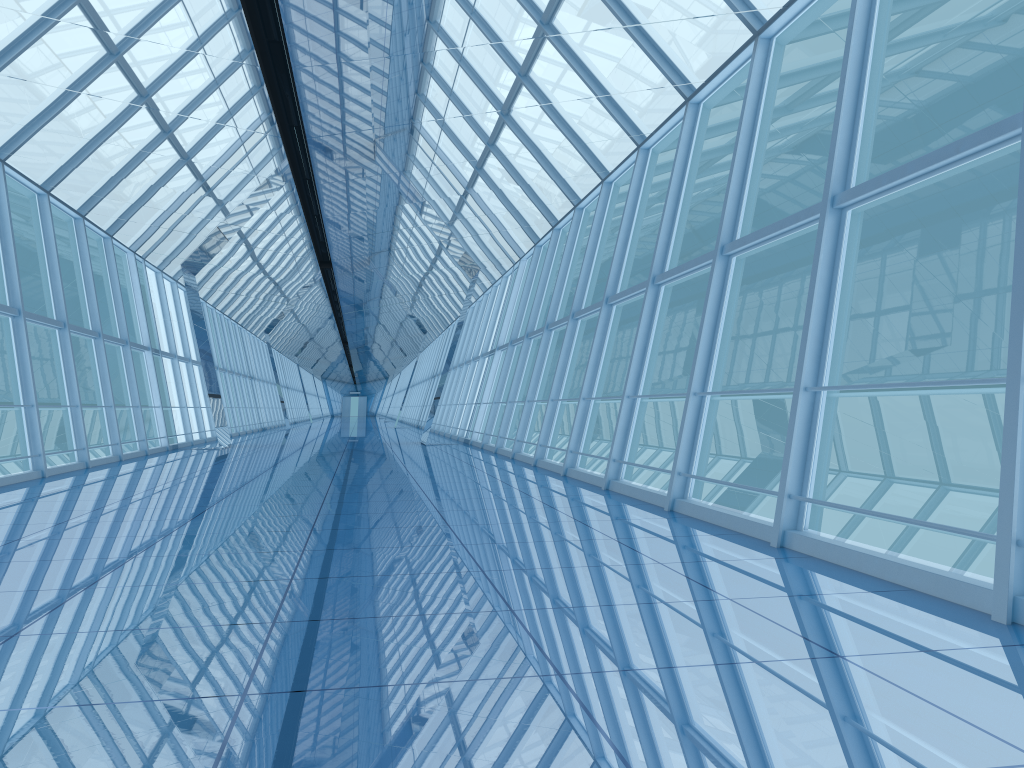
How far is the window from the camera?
5.98m

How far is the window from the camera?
6.0 meters

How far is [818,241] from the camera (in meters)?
5.98
